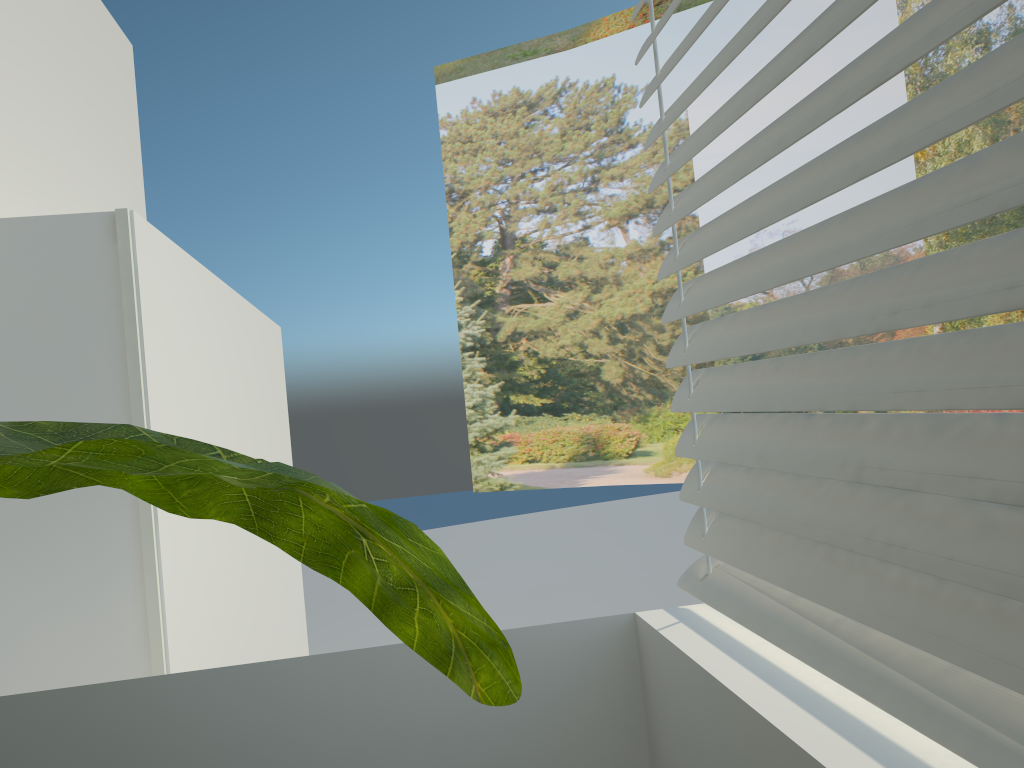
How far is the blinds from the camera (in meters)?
0.58

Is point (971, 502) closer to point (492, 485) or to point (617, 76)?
point (617, 76)

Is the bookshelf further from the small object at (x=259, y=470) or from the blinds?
the small object at (x=259, y=470)

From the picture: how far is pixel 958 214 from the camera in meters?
0.6

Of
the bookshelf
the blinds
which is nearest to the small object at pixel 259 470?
the blinds

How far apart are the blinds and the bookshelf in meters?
0.9

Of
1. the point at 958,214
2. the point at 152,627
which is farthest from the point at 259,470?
the point at 152,627

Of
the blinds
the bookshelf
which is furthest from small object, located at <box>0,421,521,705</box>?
the bookshelf

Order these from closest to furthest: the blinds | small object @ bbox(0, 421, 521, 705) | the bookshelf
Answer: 1. small object @ bbox(0, 421, 521, 705)
2. the blinds
3. the bookshelf

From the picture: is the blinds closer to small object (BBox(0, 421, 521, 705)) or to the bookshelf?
small object (BBox(0, 421, 521, 705))
